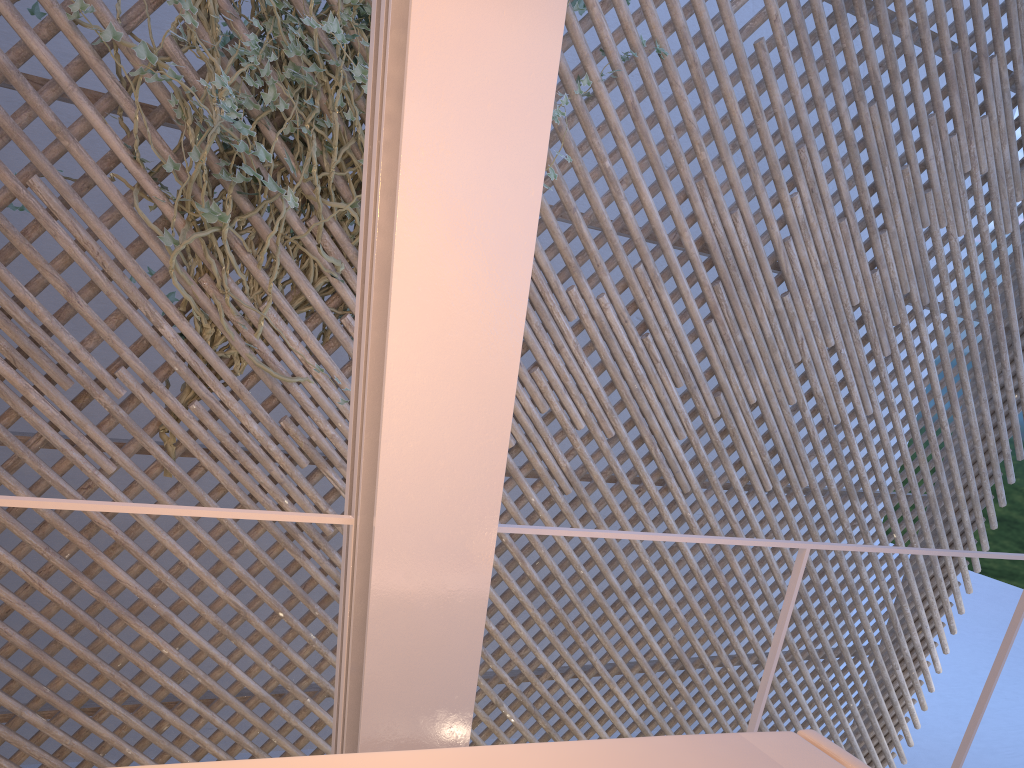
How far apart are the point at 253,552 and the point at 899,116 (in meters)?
2.87

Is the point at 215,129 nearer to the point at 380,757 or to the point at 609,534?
the point at 609,534

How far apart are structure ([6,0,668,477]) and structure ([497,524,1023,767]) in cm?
132

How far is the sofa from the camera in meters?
0.7 m

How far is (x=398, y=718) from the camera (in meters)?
0.98

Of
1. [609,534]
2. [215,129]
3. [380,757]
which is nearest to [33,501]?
[380,757]

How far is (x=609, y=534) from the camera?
1.17m

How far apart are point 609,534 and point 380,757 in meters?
0.5 m

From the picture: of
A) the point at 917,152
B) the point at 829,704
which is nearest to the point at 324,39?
the point at 829,704

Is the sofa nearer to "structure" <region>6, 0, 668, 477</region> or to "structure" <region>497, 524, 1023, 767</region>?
"structure" <region>497, 524, 1023, 767</region>
